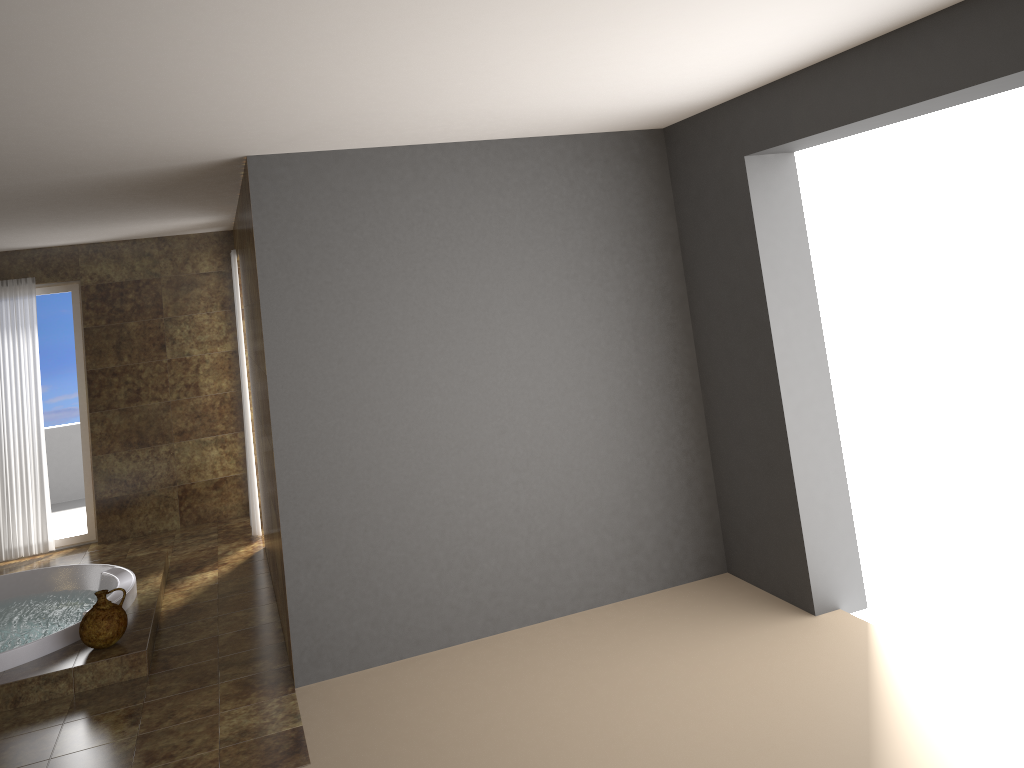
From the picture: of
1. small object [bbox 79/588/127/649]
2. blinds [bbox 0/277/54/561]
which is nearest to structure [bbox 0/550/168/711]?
small object [bbox 79/588/127/649]

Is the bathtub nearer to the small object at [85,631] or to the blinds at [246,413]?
the small object at [85,631]

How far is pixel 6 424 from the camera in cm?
721

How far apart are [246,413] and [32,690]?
2.87m

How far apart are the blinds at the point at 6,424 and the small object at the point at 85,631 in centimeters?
301cm

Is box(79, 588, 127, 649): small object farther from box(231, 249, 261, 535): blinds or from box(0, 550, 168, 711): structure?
box(231, 249, 261, 535): blinds

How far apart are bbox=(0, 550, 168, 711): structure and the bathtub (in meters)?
0.03

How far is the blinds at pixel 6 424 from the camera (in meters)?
7.21

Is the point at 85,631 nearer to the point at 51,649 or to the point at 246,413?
the point at 51,649

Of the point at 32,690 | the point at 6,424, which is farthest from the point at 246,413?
the point at 32,690
